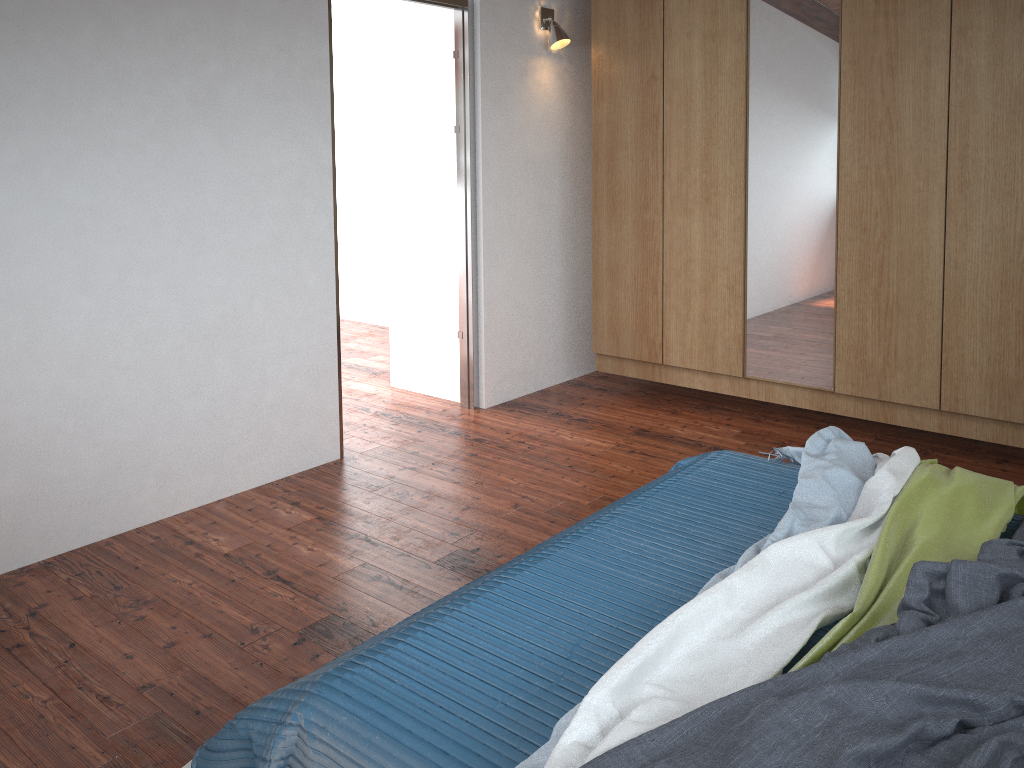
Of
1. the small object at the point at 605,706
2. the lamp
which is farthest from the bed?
the lamp

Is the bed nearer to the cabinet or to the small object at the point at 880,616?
the small object at the point at 880,616

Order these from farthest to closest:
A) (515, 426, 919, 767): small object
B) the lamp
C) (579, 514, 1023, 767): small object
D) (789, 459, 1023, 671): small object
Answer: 1. the lamp
2. (789, 459, 1023, 671): small object
3. (515, 426, 919, 767): small object
4. (579, 514, 1023, 767): small object

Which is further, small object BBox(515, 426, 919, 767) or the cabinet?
the cabinet

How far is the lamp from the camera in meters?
4.4 m

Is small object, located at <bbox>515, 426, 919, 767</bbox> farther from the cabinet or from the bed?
the cabinet

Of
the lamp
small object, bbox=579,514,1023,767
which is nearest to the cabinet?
the lamp

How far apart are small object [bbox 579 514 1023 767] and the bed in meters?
0.1 m

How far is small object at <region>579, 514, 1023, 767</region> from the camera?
1.4 meters

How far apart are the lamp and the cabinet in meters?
0.2
